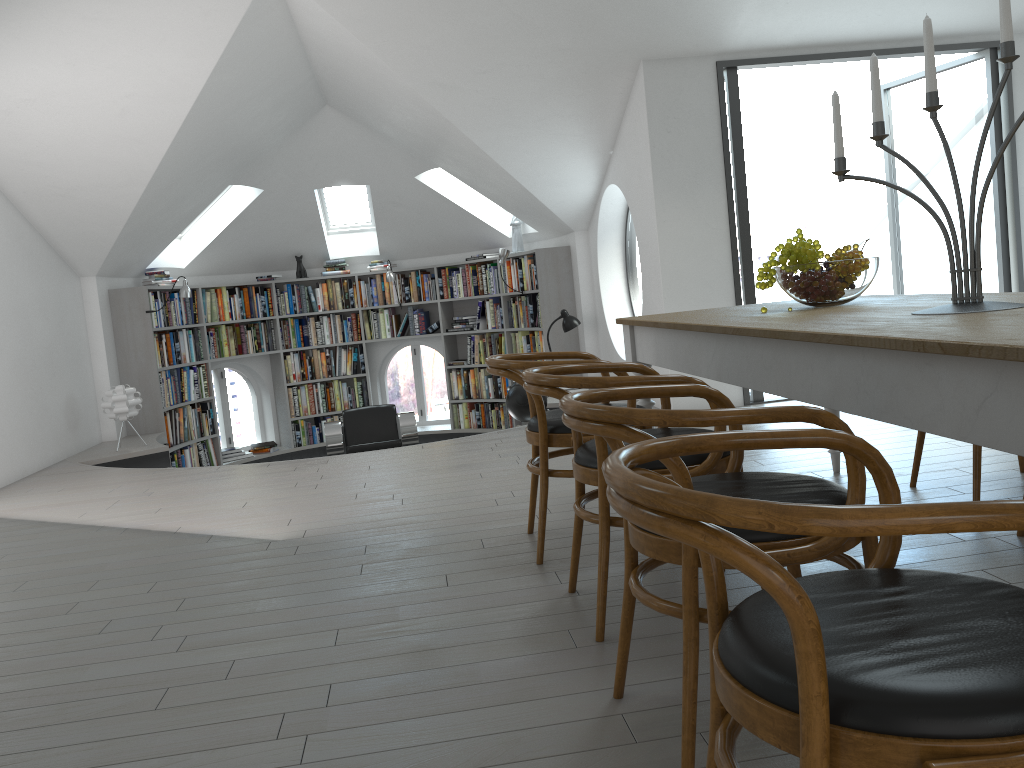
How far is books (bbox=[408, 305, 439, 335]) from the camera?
10.1m

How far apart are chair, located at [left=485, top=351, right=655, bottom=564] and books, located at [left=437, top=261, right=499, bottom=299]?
6.08m

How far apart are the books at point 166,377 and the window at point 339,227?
2.2 meters

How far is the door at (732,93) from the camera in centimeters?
613cm

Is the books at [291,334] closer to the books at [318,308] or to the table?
the books at [318,308]

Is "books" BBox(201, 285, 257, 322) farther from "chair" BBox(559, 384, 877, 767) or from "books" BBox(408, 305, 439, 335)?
"chair" BBox(559, 384, 877, 767)

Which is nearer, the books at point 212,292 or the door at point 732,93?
the door at point 732,93

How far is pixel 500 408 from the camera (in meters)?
9.78

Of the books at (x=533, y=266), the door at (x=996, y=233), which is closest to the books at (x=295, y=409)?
the books at (x=533, y=266)

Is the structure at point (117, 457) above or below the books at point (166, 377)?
below
